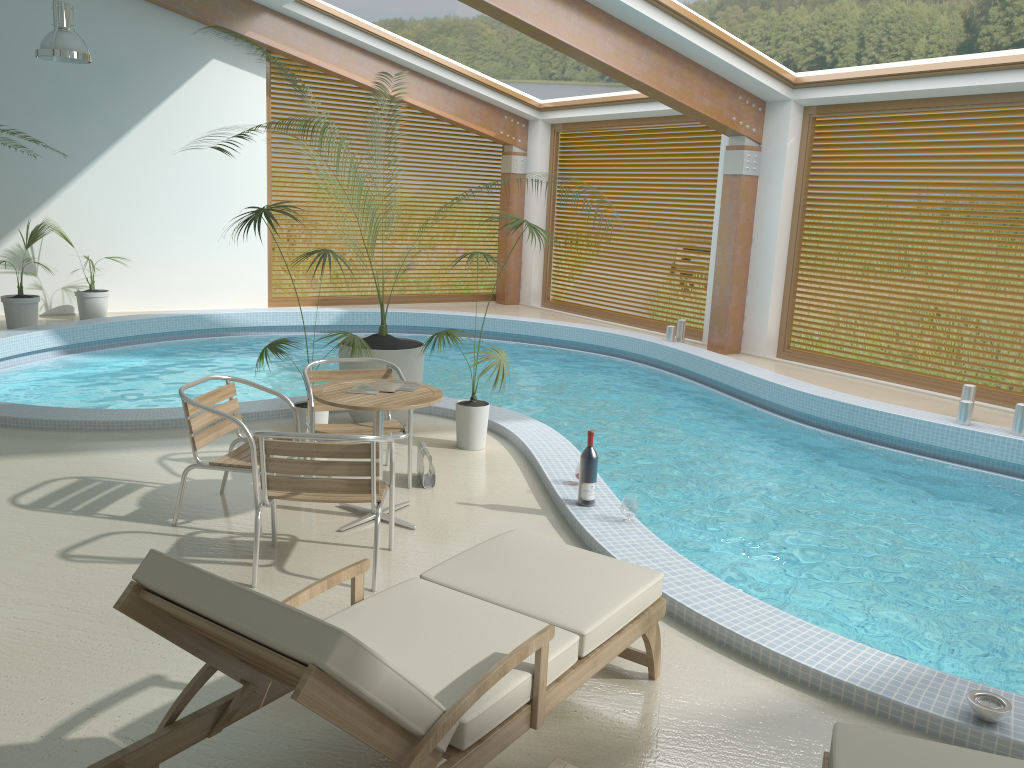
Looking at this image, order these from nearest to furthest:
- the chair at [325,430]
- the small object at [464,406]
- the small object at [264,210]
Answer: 1. the chair at [325,430]
2. the small object at [264,210]
3. the small object at [464,406]

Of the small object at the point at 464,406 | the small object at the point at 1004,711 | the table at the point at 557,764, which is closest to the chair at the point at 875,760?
the table at the point at 557,764

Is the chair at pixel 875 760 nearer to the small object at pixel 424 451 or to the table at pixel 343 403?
the table at pixel 343 403

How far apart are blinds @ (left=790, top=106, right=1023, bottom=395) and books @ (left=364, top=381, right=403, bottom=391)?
7.2 meters

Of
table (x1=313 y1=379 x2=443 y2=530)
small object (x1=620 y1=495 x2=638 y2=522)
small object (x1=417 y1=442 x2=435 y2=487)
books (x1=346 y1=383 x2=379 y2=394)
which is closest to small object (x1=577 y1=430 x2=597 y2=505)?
small object (x1=620 y1=495 x2=638 y2=522)

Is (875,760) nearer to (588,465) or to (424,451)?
(588,465)

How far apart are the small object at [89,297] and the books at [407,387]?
7.8m

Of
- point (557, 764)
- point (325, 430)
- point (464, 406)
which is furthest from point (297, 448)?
point (464, 406)

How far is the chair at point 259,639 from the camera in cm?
196

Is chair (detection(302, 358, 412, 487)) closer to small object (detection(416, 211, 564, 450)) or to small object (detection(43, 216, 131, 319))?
small object (detection(416, 211, 564, 450))
